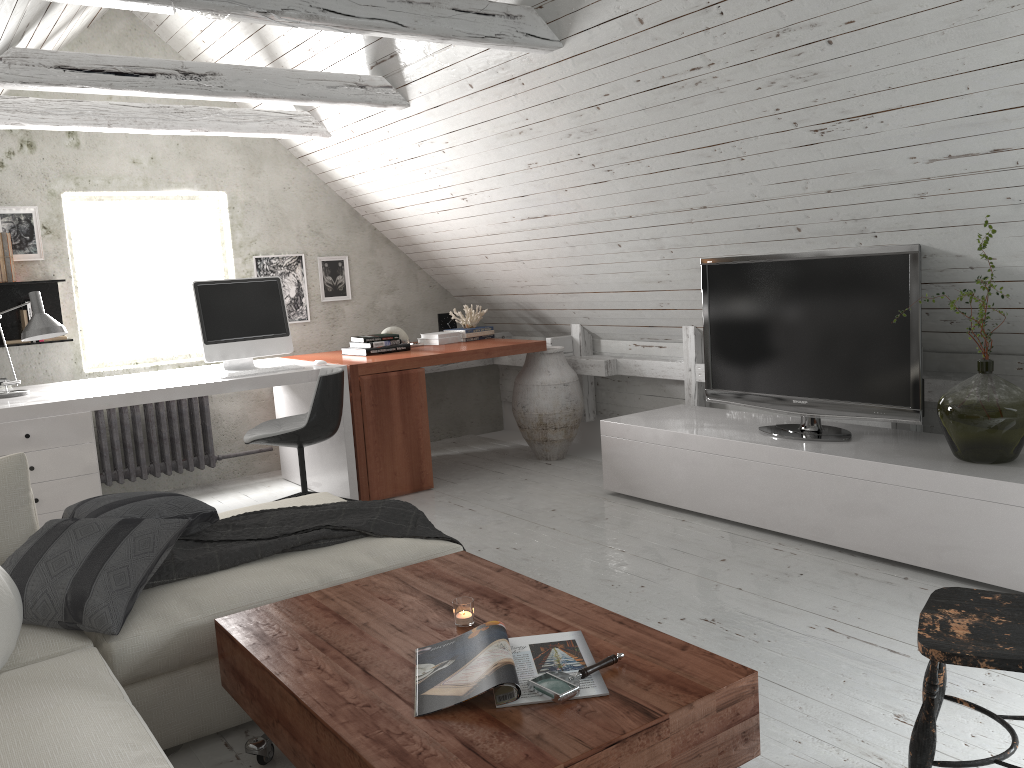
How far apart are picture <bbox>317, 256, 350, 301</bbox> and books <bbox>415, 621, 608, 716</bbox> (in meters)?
4.18

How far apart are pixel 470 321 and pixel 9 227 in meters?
2.6 m

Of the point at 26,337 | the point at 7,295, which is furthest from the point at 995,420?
the point at 7,295

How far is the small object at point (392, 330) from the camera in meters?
5.5 m

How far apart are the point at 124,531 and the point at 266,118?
3.1 meters

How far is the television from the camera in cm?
344

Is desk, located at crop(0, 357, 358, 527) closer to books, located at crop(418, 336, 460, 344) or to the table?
books, located at crop(418, 336, 460, 344)

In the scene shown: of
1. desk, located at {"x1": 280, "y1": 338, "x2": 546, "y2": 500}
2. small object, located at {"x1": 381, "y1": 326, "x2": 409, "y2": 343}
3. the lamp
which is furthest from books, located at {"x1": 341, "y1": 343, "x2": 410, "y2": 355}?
the lamp

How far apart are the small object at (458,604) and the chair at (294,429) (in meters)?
2.18

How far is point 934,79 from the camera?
2.6 meters
